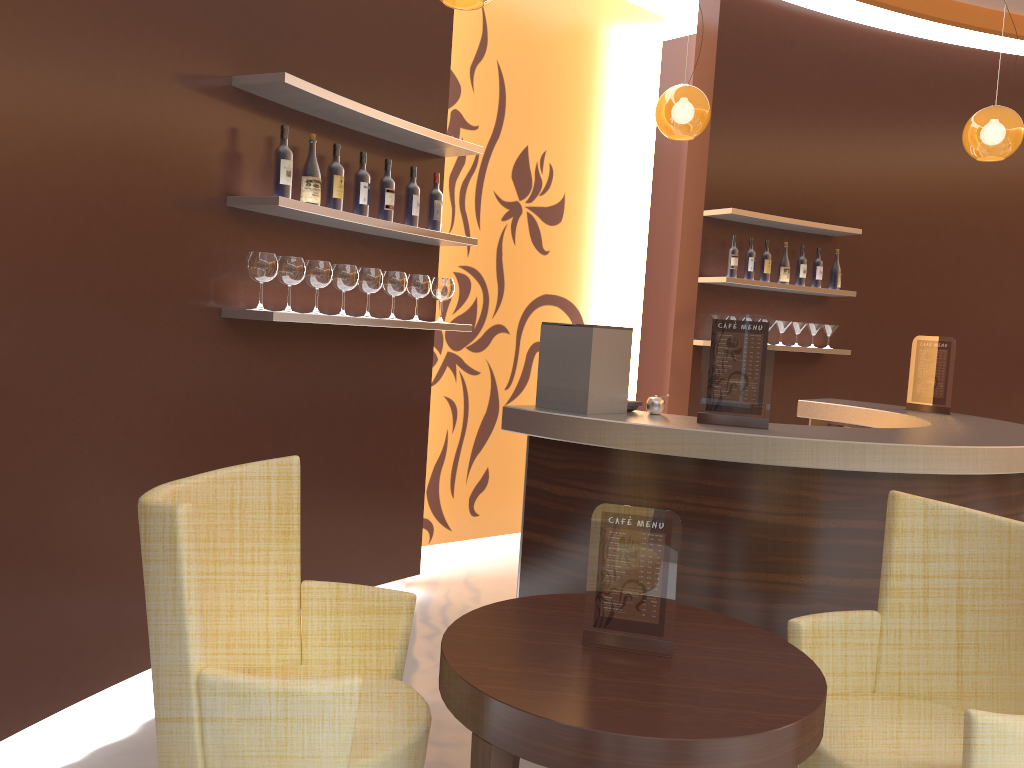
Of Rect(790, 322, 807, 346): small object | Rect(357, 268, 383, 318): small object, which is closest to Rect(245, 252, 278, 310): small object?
Rect(357, 268, 383, 318): small object

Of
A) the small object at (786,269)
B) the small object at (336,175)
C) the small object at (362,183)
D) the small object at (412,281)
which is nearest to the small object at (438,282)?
the small object at (412,281)

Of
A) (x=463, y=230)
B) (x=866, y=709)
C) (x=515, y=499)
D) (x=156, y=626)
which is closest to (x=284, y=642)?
(x=156, y=626)

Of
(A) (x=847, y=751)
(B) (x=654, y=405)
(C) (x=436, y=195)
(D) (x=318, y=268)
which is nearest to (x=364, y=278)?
(D) (x=318, y=268)

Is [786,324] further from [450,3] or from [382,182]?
[450,3]

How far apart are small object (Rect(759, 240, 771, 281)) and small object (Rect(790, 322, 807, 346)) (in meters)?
0.45

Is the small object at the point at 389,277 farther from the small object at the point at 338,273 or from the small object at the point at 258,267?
the small object at the point at 258,267

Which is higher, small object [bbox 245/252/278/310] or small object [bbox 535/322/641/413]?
small object [bbox 245/252/278/310]

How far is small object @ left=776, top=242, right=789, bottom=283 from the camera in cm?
619

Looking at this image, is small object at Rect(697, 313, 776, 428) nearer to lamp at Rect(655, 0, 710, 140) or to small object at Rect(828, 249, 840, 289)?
lamp at Rect(655, 0, 710, 140)
